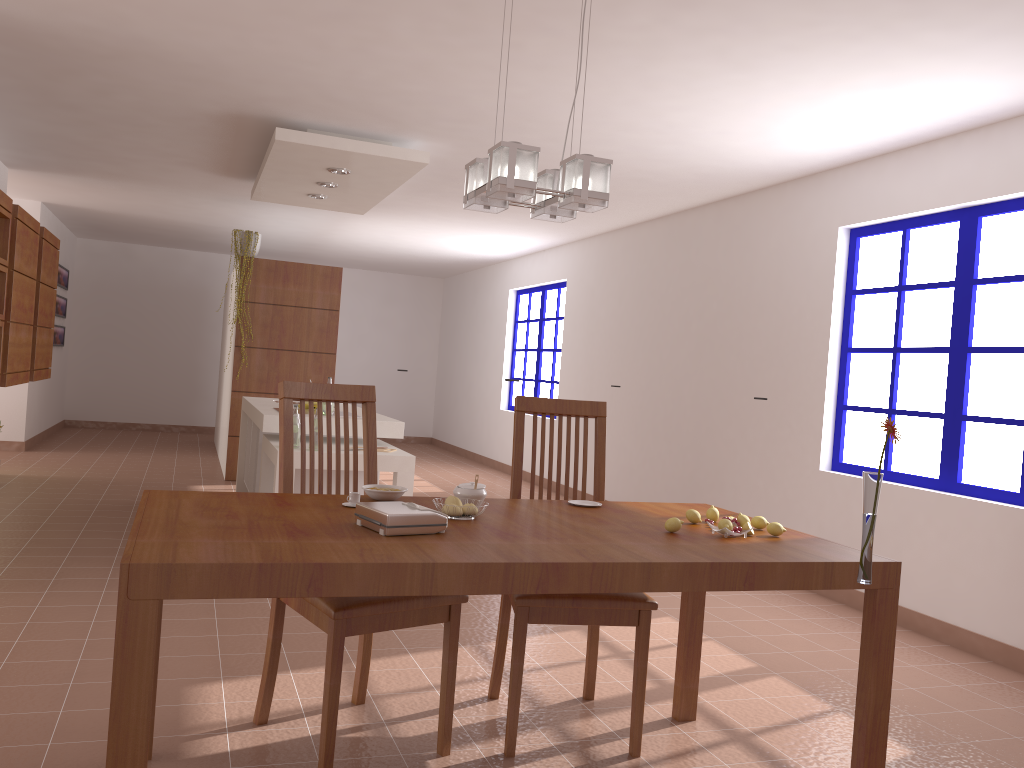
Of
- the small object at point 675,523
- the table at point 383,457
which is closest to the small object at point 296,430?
the table at point 383,457

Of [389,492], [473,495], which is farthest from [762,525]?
[389,492]

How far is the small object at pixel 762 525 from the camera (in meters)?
2.55

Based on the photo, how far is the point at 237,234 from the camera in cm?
780

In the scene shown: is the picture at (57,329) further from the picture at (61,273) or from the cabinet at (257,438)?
the cabinet at (257,438)

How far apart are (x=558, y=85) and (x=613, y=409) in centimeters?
403cm

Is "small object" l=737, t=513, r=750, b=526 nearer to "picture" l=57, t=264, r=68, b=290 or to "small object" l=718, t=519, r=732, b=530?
"small object" l=718, t=519, r=732, b=530

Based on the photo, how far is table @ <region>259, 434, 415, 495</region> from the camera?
4.81m

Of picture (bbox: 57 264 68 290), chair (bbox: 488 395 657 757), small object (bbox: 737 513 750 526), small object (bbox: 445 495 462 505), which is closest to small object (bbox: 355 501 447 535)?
small object (bbox: 445 495 462 505)

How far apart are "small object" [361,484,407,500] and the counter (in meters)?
2.61
